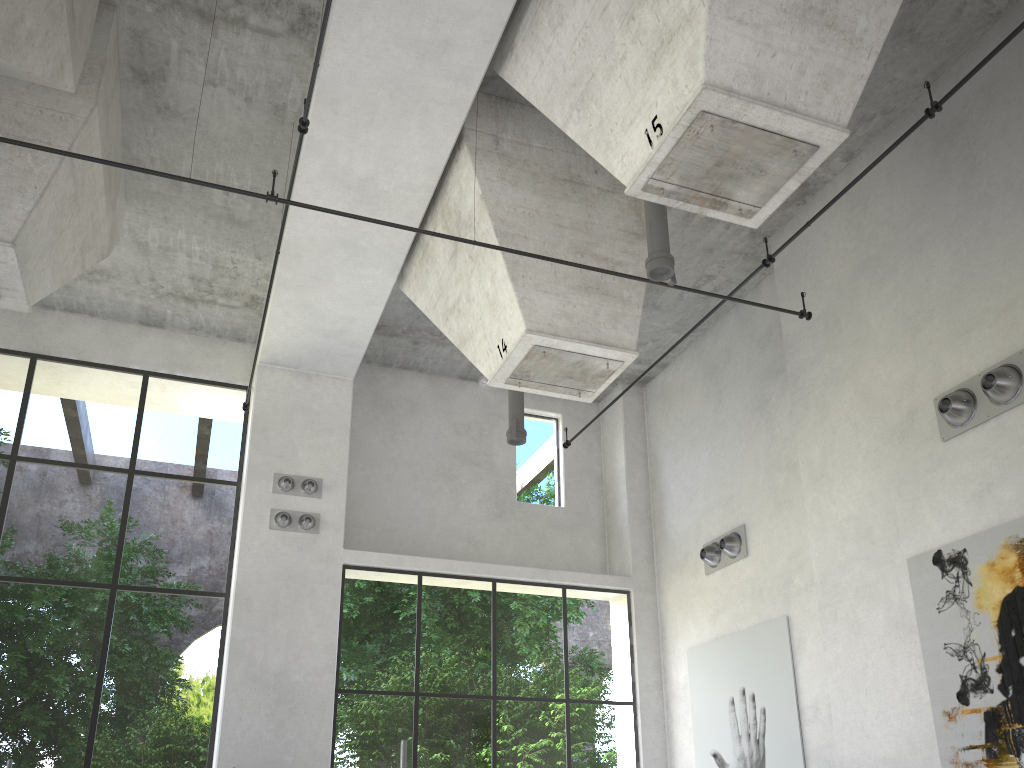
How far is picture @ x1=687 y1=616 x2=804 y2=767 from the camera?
10.3m

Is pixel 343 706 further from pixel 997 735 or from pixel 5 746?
pixel 997 735

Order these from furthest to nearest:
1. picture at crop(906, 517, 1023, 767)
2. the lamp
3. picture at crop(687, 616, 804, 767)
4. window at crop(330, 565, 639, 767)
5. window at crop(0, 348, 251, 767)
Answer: window at crop(330, 565, 639, 767), window at crop(0, 348, 251, 767), picture at crop(687, 616, 804, 767), the lamp, picture at crop(906, 517, 1023, 767)

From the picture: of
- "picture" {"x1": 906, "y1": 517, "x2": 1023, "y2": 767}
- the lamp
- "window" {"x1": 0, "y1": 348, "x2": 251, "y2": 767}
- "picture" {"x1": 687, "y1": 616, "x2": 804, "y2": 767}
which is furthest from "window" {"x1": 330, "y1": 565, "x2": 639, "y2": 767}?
"picture" {"x1": 906, "y1": 517, "x2": 1023, "y2": 767}

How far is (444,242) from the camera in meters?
10.0 m

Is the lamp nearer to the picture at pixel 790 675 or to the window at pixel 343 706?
the window at pixel 343 706

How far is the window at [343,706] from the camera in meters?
24.6

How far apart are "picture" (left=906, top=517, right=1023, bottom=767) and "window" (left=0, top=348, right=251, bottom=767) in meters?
8.5 m

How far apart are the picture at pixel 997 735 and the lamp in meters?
4.7 m

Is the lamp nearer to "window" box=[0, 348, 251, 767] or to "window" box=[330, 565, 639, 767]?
"window" box=[330, 565, 639, 767]
